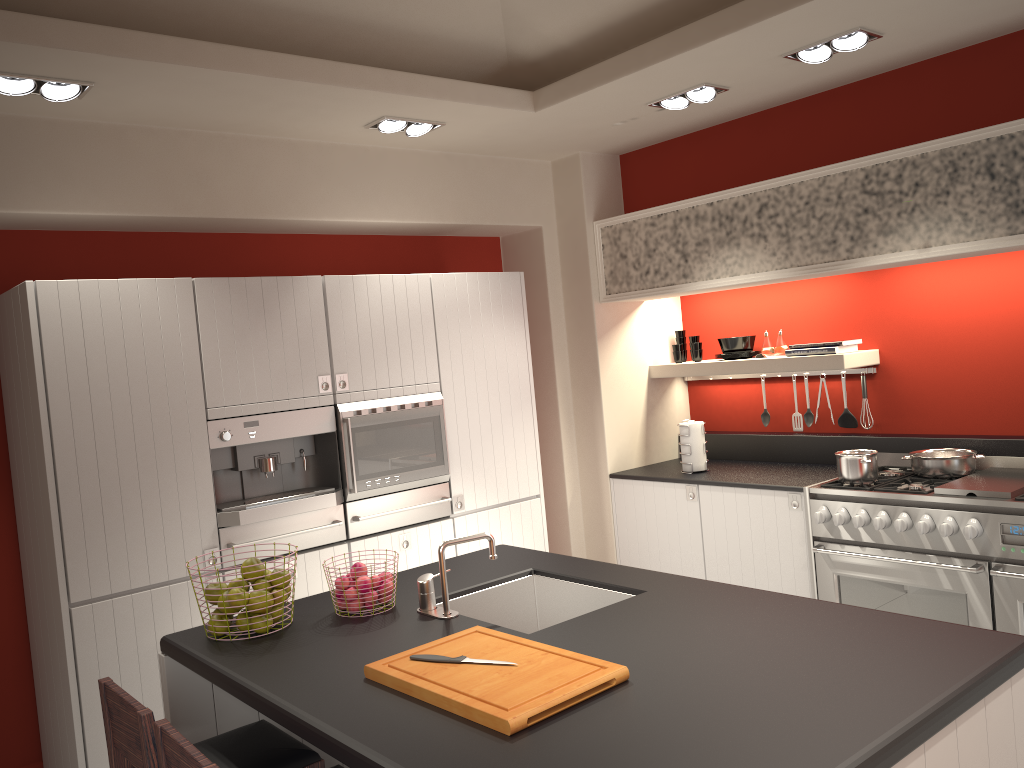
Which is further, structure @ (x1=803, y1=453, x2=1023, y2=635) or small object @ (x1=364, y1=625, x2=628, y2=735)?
structure @ (x1=803, y1=453, x2=1023, y2=635)

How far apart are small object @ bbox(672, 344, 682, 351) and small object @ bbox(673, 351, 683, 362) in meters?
0.0 m

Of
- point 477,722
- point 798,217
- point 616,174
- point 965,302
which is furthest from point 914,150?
point 477,722

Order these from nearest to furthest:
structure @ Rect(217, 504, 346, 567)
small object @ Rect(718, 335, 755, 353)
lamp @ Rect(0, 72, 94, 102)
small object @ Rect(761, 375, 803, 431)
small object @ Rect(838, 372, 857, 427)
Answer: lamp @ Rect(0, 72, 94, 102) → structure @ Rect(217, 504, 346, 567) → small object @ Rect(838, 372, 857, 427) → small object @ Rect(718, 335, 755, 353) → small object @ Rect(761, 375, 803, 431)

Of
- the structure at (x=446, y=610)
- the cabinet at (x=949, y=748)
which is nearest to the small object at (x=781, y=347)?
the structure at (x=446, y=610)

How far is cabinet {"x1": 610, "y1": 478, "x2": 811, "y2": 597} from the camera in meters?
4.6 m

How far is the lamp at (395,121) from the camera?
4.40m

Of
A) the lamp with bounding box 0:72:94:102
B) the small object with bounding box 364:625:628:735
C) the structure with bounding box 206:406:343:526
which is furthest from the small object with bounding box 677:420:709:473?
the lamp with bounding box 0:72:94:102

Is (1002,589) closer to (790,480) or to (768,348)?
(790,480)

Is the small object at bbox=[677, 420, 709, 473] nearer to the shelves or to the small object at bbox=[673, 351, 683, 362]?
the shelves
